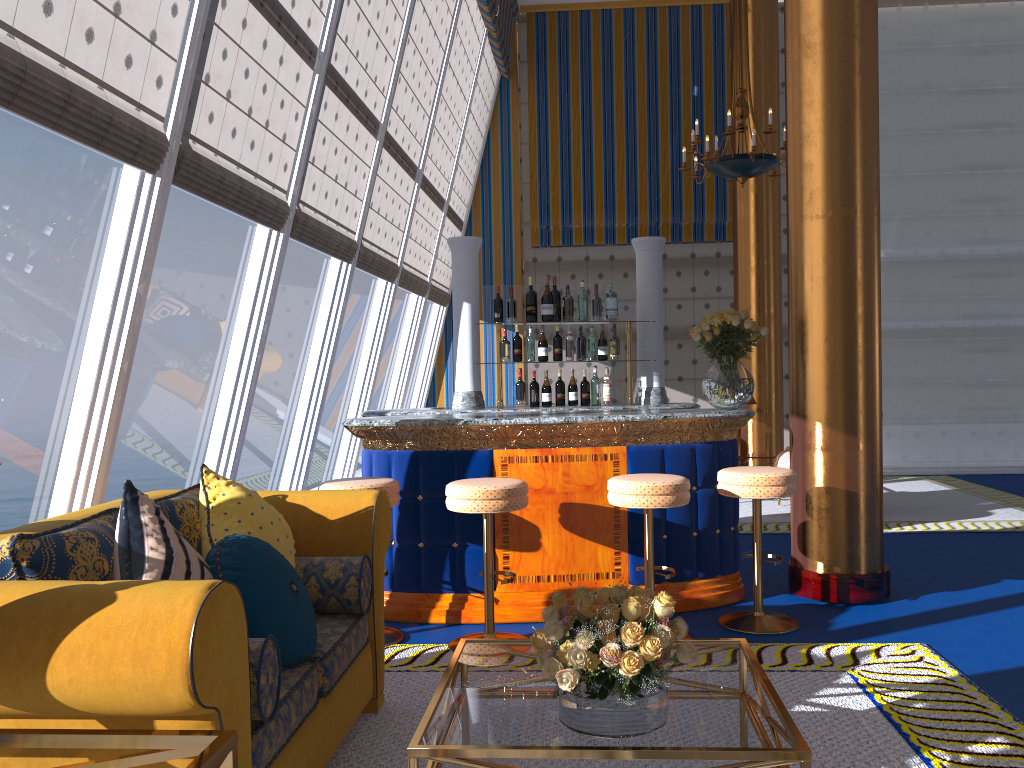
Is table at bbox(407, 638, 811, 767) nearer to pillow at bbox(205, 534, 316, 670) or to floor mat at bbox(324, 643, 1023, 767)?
floor mat at bbox(324, 643, 1023, 767)

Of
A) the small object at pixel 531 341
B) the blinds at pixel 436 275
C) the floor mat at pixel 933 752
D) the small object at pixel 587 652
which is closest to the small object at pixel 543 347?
the small object at pixel 531 341

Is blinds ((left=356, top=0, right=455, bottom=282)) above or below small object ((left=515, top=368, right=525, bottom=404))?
above

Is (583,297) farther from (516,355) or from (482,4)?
(482,4)

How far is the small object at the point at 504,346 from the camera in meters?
5.8 m

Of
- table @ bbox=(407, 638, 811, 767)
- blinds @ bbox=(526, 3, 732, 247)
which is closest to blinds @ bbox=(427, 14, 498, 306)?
blinds @ bbox=(526, 3, 732, 247)

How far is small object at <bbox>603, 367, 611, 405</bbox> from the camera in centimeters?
588cm

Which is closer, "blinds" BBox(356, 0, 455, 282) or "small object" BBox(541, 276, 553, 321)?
"small object" BBox(541, 276, 553, 321)

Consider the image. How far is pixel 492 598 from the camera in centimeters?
415cm

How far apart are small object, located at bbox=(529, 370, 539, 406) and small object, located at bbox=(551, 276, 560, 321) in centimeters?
45cm
